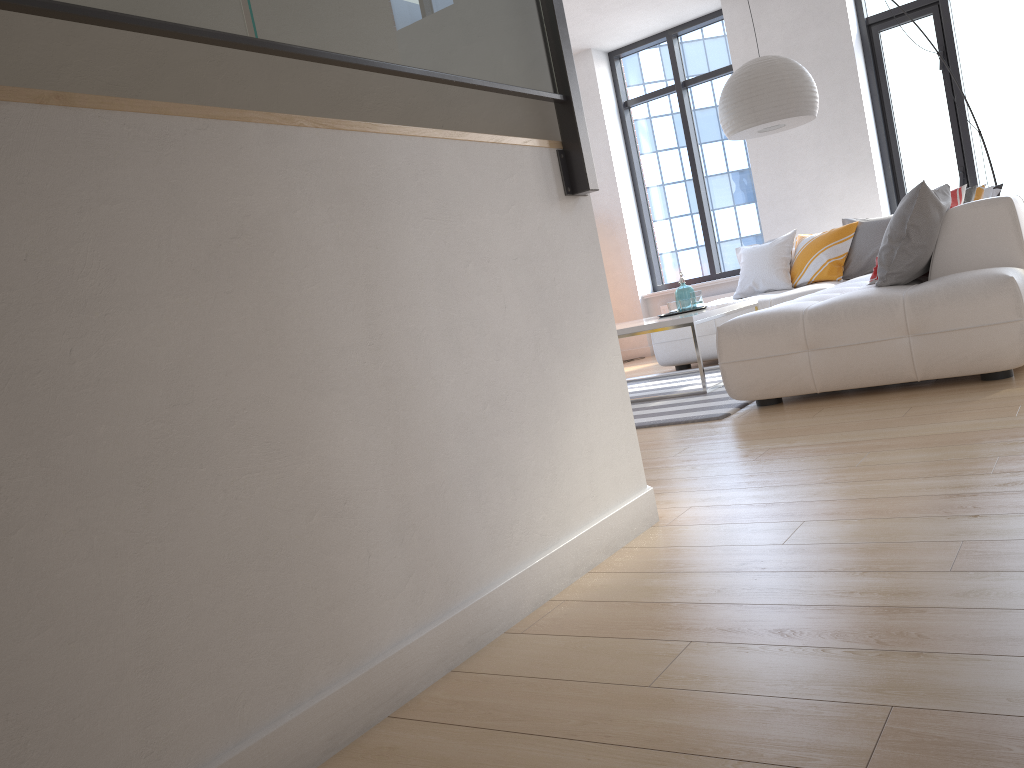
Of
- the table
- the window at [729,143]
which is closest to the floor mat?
the table

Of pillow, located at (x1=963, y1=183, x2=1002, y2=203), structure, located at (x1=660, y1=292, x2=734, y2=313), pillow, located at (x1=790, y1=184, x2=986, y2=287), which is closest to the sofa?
pillow, located at (x1=790, y1=184, x2=986, y2=287)

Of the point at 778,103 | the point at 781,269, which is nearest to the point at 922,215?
the point at 778,103

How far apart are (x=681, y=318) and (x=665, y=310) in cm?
371

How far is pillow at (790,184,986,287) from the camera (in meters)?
6.35

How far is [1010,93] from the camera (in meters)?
7.05

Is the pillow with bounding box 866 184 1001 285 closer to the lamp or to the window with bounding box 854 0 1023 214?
the lamp

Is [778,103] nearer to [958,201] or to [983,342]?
[958,201]

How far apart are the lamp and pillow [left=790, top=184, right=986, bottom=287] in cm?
103

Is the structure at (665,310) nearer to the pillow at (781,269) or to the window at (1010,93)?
the pillow at (781,269)
